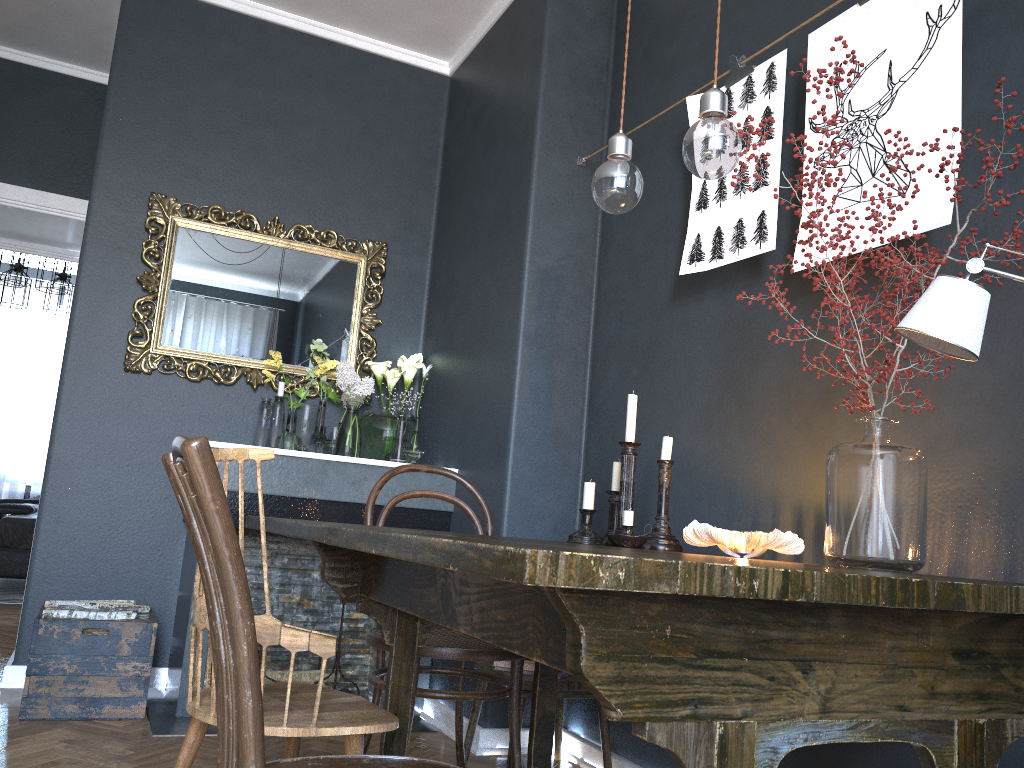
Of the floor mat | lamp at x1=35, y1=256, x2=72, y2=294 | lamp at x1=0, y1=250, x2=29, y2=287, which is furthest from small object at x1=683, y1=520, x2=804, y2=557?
lamp at x1=0, y1=250, x2=29, y2=287

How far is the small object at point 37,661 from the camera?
2.9m

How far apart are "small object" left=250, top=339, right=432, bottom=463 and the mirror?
0.0 meters

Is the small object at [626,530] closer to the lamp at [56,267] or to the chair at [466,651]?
the chair at [466,651]

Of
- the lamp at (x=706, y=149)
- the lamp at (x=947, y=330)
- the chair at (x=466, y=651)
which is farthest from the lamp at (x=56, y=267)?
the lamp at (x=947, y=330)

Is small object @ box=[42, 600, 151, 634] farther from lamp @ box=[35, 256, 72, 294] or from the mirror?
lamp @ box=[35, 256, 72, 294]

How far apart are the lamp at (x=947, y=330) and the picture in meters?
0.6

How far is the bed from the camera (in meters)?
5.88

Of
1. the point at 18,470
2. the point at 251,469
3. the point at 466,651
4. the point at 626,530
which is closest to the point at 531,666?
the point at 466,651

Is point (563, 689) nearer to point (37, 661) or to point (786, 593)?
point (37, 661)
